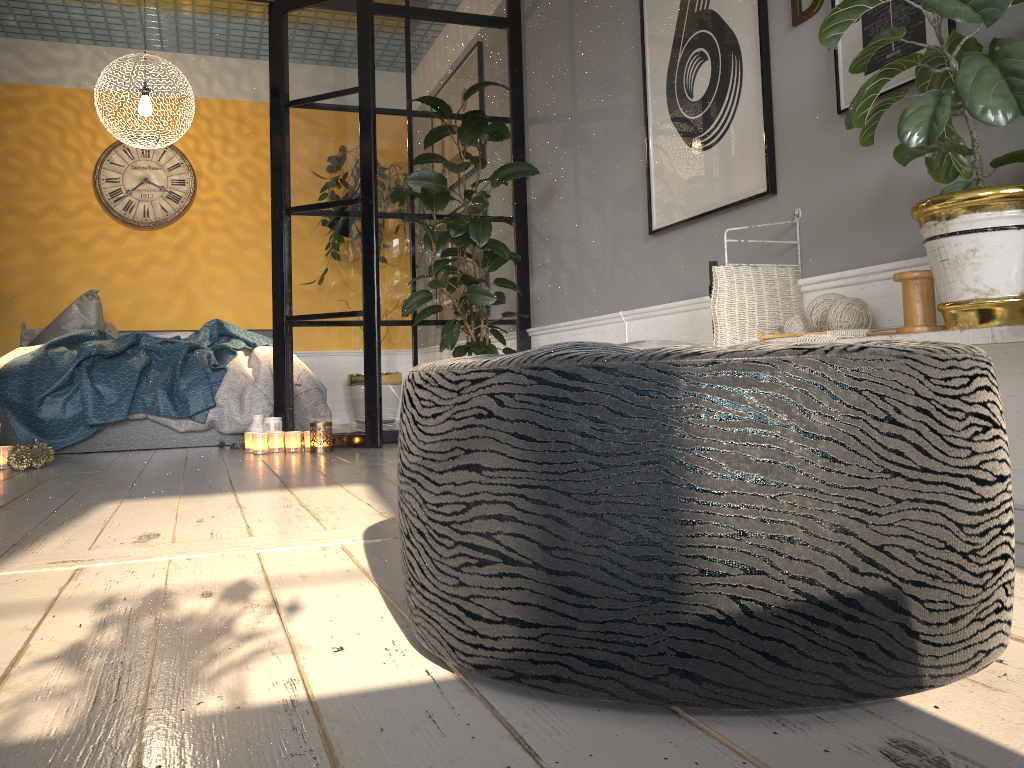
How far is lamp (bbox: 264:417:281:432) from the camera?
4.3 meters

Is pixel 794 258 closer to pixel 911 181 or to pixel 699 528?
pixel 911 181

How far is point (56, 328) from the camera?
5.7m

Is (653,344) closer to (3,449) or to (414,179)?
(414,179)

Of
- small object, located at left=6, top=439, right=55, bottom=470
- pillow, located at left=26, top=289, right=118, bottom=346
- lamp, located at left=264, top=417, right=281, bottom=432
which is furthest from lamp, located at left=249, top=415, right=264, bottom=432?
pillow, located at left=26, top=289, right=118, bottom=346

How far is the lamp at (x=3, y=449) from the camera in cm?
375

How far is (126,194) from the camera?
6.69m

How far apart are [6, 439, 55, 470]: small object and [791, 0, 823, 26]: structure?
3.35m

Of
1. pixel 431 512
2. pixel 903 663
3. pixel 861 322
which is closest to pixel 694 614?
pixel 903 663

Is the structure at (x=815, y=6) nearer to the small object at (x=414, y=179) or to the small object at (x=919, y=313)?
the small object at (x=919, y=313)
